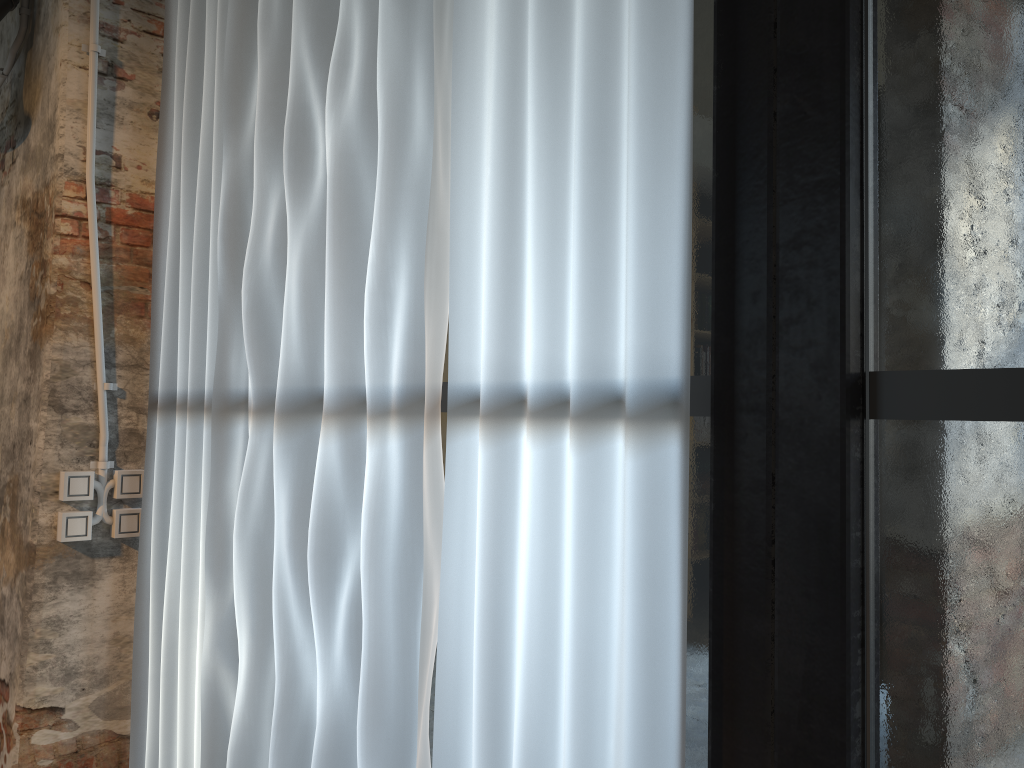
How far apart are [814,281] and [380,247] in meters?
0.9 m

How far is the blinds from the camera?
1.3 meters

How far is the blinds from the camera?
1.28m
